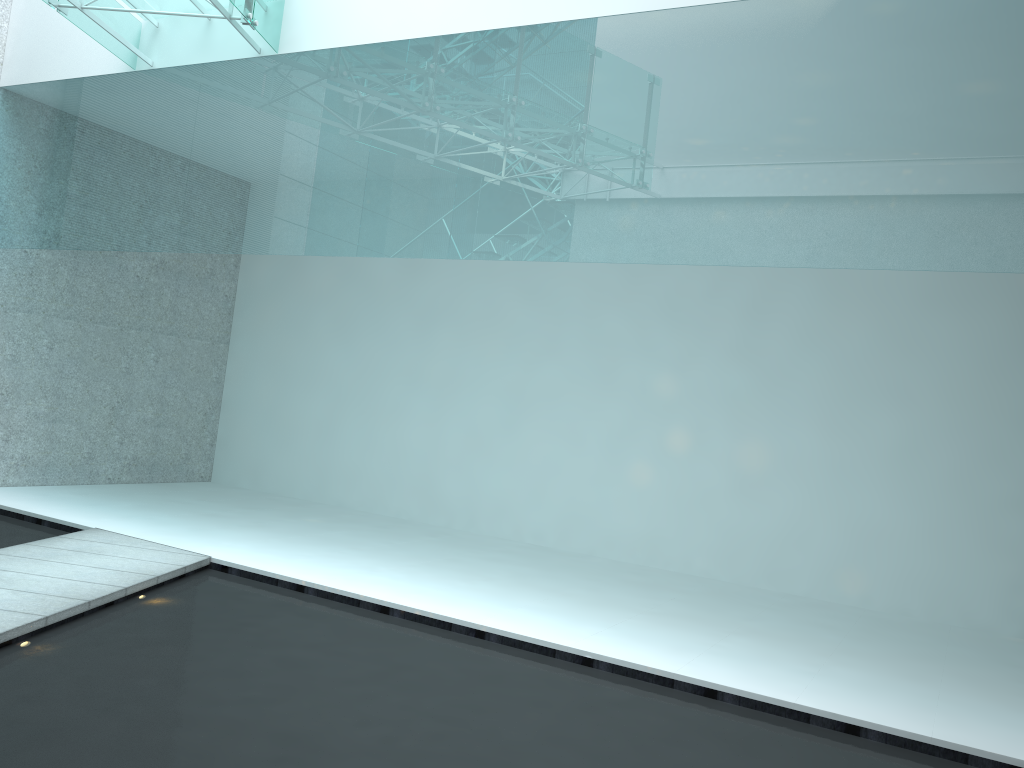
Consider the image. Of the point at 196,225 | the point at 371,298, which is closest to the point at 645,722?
the point at 196,225
